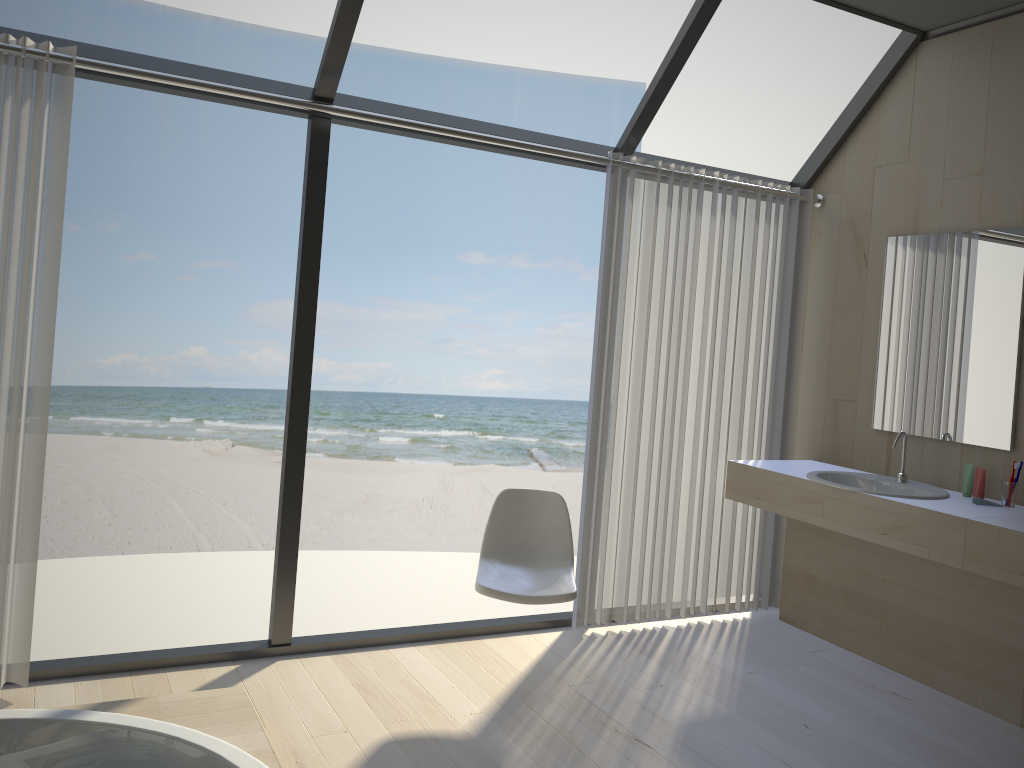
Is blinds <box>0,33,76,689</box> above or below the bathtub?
above

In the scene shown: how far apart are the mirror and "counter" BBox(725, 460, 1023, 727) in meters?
0.2

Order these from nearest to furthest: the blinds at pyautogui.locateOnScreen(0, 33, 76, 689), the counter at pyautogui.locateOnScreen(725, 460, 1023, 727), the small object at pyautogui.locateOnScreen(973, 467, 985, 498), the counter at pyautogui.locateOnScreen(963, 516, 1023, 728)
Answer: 1. the blinds at pyautogui.locateOnScreen(0, 33, 76, 689)
2. the counter at pyautogui.locateOnScreen(963, 516, 1023, 728)
3. the counter at pyautogui.locateOnScreen(725, 460, 1023, 727)
4. the small object at pyautogui.locateOnScreen(973, 467, 985, 498)

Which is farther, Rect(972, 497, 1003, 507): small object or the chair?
Rect(972, 497, 1003, 507): small object

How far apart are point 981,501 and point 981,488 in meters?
0.1 m

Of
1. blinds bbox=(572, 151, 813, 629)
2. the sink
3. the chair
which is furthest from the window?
the sink

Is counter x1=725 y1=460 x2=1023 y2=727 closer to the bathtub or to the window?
the window

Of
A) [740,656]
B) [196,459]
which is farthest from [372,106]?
[196,459]

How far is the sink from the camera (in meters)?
3.50

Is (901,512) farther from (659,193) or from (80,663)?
(80,663)
